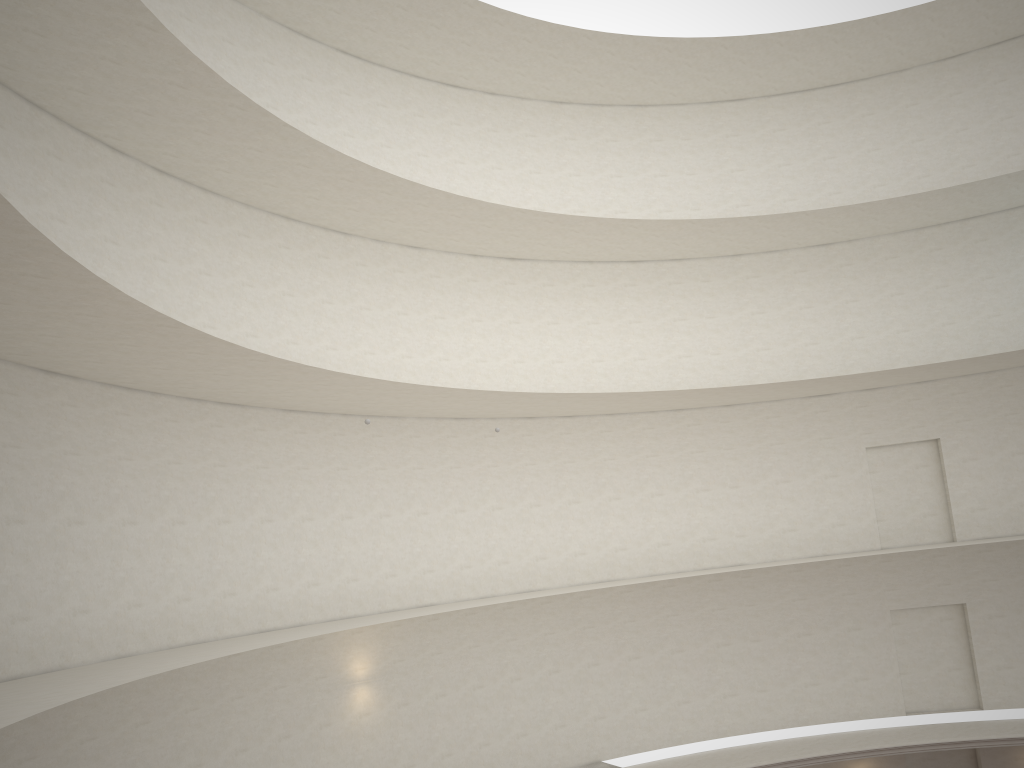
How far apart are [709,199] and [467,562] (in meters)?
12.05
